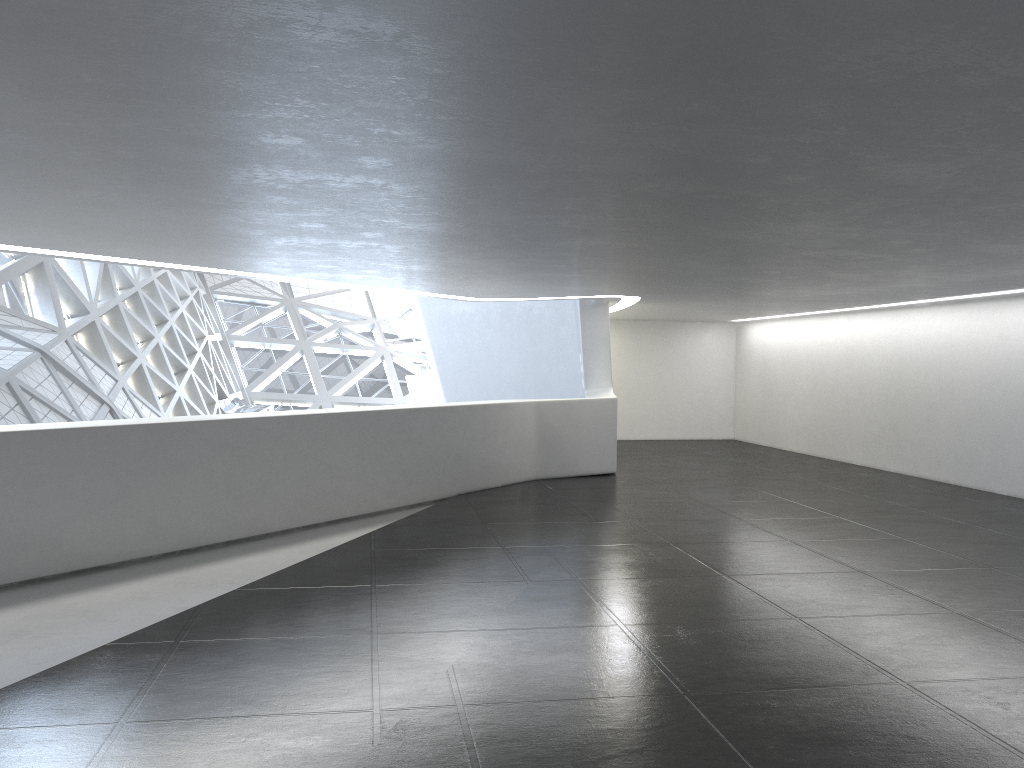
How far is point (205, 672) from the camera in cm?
703

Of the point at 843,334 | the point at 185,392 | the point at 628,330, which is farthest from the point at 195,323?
the point at 843,334
